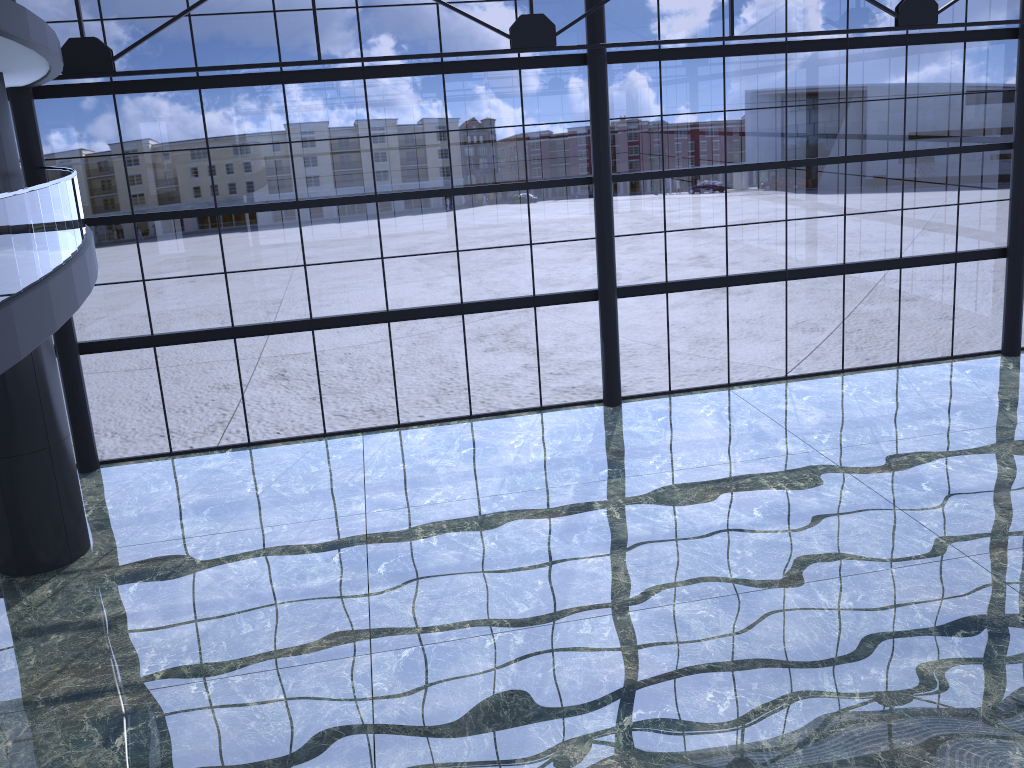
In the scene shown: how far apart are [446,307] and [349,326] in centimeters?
250cm
